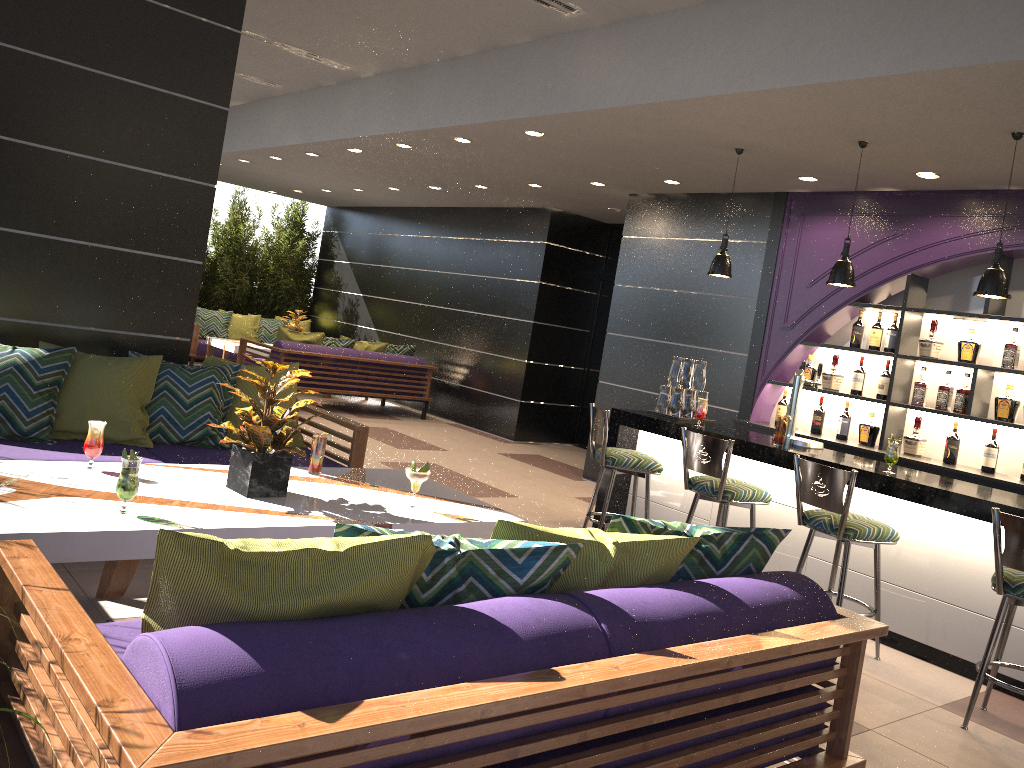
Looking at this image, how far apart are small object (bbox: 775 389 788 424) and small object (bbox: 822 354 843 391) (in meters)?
0.38

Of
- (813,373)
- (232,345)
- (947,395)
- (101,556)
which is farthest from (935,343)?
(232,345)

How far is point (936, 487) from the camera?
4.42m

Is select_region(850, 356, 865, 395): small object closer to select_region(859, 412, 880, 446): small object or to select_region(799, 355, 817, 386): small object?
select_region(859, 412, 880, 446): small object

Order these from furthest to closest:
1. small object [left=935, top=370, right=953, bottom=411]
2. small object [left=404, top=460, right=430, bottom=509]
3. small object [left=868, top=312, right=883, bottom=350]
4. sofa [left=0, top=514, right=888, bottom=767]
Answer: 1. small object [left=868, top=312, right=883, bottom=350]
2. small object [left=935, top=370, right=953, bottom=411]
3. small object [left=404, top=460, right=430, bottom=509]
4. sofa [left=0, top=514, right=888, bottom=767]

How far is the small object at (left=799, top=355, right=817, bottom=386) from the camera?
6.84m

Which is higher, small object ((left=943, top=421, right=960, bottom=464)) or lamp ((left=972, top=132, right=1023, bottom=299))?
lamp ((left=972, top=132, right=1023, bottom=299))

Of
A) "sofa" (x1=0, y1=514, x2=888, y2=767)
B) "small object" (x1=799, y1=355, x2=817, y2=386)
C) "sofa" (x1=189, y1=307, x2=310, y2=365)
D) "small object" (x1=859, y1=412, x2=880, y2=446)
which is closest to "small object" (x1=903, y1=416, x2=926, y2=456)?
"small object" (x1=859, y1=412, x2=880, y2=446)

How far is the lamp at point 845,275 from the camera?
5.2m

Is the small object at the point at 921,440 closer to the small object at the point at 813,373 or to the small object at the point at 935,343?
the small object at the point at 935,343
